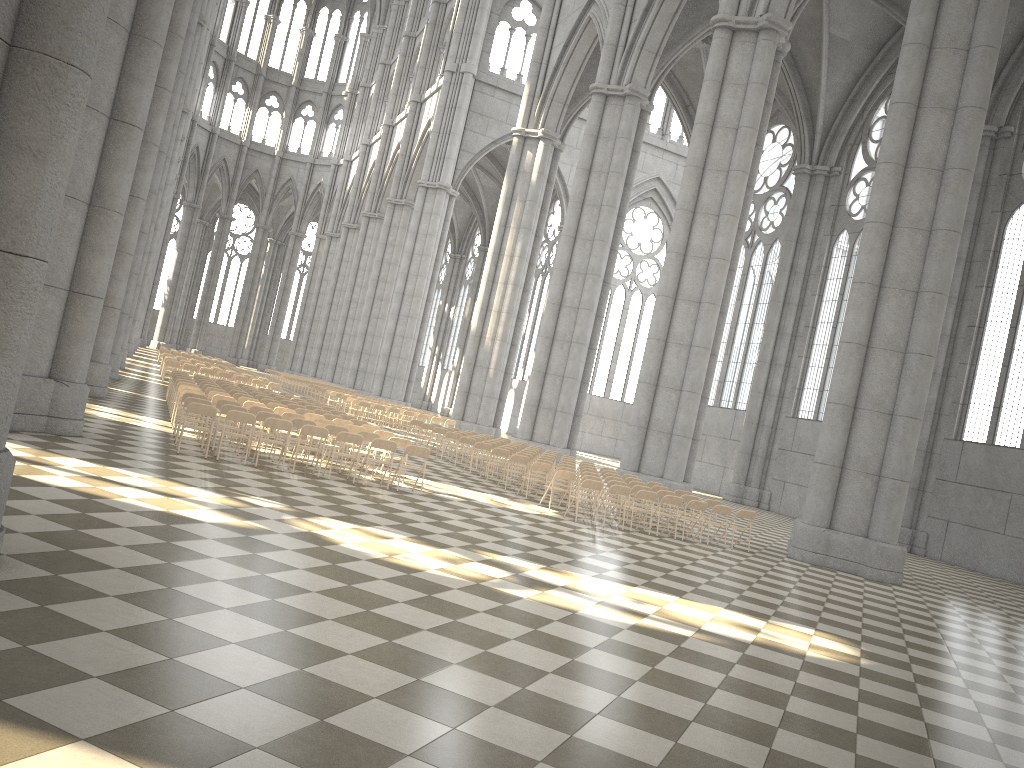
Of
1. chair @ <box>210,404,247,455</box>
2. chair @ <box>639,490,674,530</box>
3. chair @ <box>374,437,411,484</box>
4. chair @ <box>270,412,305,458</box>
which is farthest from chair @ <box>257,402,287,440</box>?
chair @ <box>639,490,674,530</box>

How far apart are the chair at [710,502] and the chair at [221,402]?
10.0 meters

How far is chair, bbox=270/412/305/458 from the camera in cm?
1630

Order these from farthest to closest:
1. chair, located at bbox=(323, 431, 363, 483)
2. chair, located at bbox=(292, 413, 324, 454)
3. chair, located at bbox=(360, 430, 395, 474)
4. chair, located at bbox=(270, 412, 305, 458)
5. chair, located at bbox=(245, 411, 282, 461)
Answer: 1. chair, located at bbox=(292, 413, 324, 454)
2. chair, located at bbox=(360, 430, 395, 474)
3. chair, located at bbox=(270, 412, 305, 458)
4. chair, located at bbox=(245, 411, 282, 461)
5. chair, located at bbox=(323, 431, 363, 483)

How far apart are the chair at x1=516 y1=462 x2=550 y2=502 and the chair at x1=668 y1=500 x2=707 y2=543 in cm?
307

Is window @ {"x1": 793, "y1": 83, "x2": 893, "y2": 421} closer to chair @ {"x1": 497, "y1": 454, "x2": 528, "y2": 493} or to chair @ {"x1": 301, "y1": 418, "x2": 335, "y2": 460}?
chair @ {"x1": 497, "y1": 454, "x2": 528, "y2": 493}

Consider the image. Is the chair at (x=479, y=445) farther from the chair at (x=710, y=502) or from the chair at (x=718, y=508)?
the chair at (x=718, y=508)

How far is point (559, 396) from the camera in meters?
32.3

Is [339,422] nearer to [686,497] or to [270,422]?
[270,422]

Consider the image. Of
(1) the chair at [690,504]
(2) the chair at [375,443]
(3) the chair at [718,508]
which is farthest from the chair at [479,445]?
(2) the chair at [375,443]
